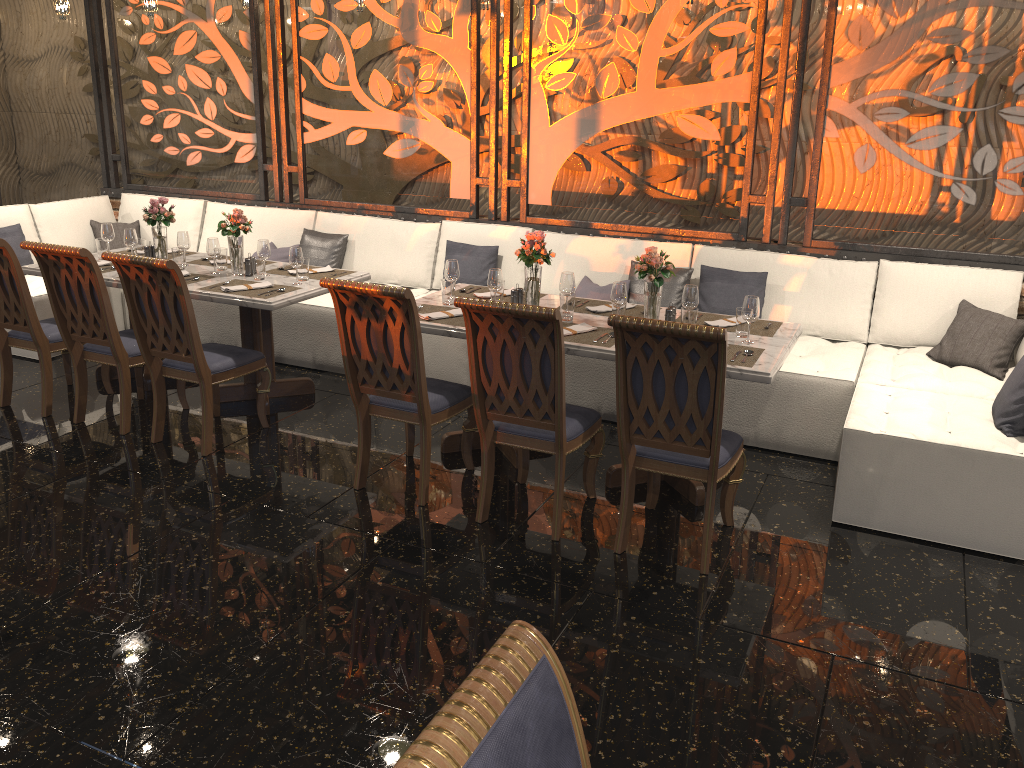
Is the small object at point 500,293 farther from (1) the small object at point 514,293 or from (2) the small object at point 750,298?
(2) the small object at point 750,298

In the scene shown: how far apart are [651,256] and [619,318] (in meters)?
0.95

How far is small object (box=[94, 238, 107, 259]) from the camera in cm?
560

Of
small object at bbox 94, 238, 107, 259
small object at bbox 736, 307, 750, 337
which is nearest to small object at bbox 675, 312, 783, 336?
small object at bbox 736, 307, 750, 337

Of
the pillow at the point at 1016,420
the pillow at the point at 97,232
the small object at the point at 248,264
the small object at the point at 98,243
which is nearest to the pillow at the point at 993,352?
the pillow at the point at 1016,420

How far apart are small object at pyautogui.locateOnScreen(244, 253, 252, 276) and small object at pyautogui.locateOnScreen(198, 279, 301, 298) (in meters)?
0.17

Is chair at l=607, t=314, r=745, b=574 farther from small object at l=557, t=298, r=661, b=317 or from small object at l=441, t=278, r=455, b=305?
small object at l=441, t=278, r=455, b=305

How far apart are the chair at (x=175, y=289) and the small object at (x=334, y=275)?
0.7 meters

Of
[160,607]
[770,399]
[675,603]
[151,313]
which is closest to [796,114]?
[770,399]

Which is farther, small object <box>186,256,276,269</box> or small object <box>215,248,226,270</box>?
small object <box>186,256,276,269</box>
